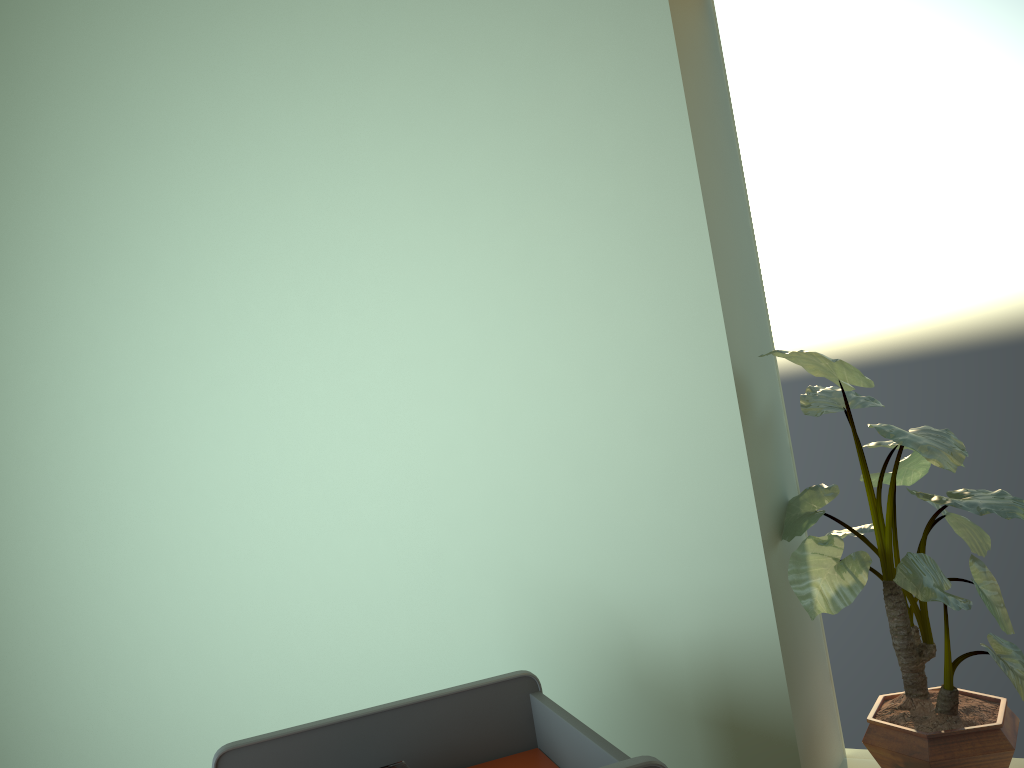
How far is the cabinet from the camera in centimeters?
121cm

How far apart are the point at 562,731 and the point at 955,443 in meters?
0.7 m

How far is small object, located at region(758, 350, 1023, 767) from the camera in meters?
1.2

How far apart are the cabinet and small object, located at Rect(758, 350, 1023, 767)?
0.40m

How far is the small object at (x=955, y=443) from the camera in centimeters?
121cm

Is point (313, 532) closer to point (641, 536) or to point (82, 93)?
point (641, 536)

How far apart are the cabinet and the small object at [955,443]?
0.4 meters

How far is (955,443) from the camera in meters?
1.2
